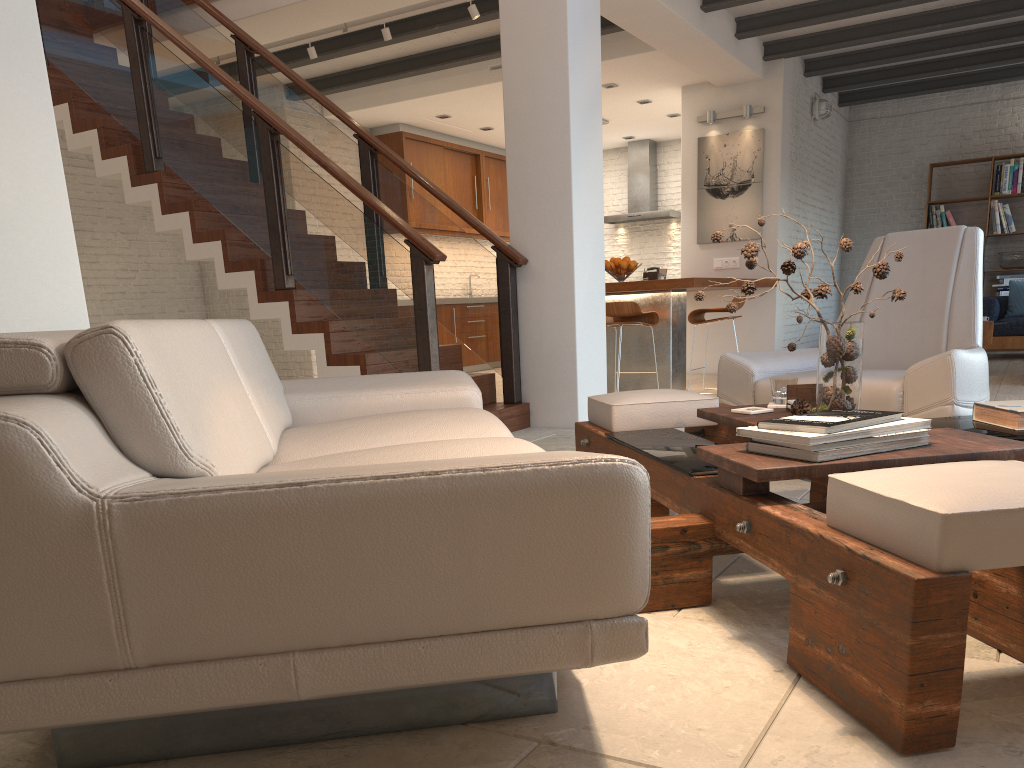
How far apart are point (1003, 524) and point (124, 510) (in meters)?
1.30

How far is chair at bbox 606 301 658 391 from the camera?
7.0m

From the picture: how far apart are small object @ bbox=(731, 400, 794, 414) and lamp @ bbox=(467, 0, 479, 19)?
4.8m

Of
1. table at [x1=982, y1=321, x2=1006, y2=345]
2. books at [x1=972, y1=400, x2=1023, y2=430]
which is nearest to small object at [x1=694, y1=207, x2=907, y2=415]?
books at [x1=972, y1=400, x2=1023, y2=430]

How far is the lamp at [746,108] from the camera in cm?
885

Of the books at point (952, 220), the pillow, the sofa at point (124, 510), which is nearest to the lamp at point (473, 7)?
the sofa at point (124, 510)

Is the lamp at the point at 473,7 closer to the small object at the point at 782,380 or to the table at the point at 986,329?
the small object at the point at 782,380

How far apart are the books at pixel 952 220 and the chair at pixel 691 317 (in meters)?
5.23

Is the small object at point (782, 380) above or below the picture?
below

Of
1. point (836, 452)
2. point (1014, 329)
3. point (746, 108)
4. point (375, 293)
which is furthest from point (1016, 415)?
point (1014, 329)
